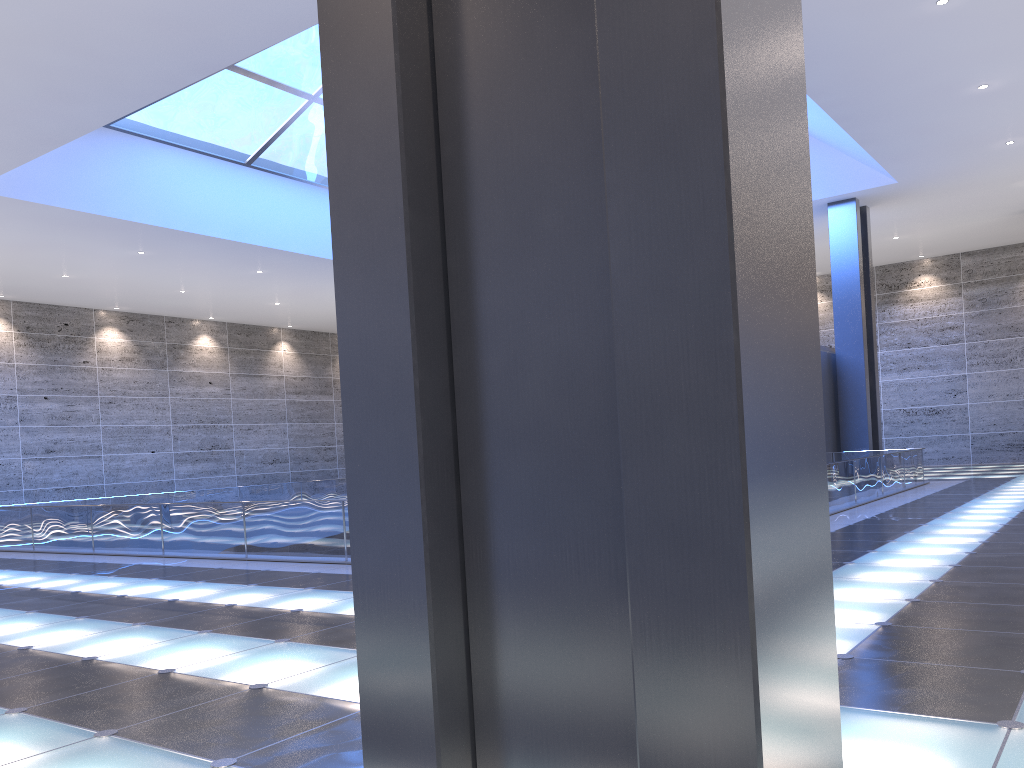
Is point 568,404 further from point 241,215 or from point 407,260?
point 241,215
